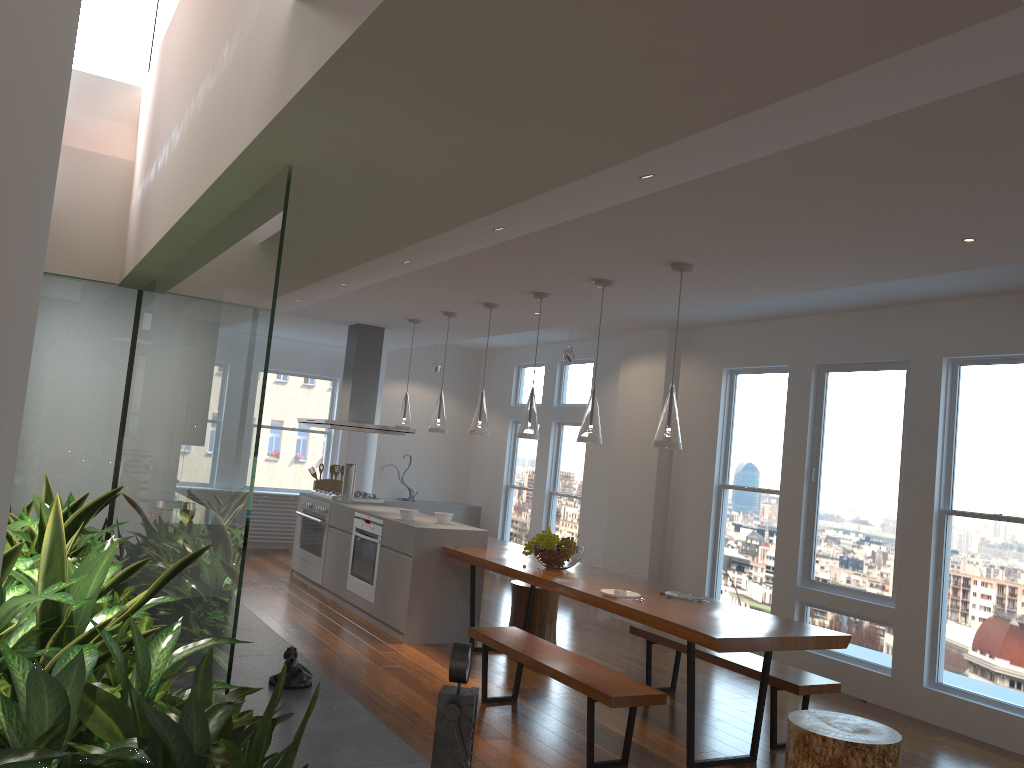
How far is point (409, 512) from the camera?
6.85m

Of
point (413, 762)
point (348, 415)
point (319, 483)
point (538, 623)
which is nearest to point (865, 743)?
point (413, 762)

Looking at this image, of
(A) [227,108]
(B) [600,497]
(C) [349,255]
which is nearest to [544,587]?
(C) [349,255]

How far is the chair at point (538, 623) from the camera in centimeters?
661cm

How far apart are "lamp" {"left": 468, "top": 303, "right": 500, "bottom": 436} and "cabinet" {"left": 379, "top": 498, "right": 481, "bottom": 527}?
4.22m

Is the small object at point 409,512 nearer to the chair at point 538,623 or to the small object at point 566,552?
the chair at point 538,623

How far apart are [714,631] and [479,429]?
2.8m

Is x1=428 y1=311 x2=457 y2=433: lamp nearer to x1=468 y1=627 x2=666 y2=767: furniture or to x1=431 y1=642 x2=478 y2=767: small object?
x1=468 y1=627 x2=666 y2=767: furniture

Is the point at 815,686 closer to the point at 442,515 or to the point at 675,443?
the point at 675,443

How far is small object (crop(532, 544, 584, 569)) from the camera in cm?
570
